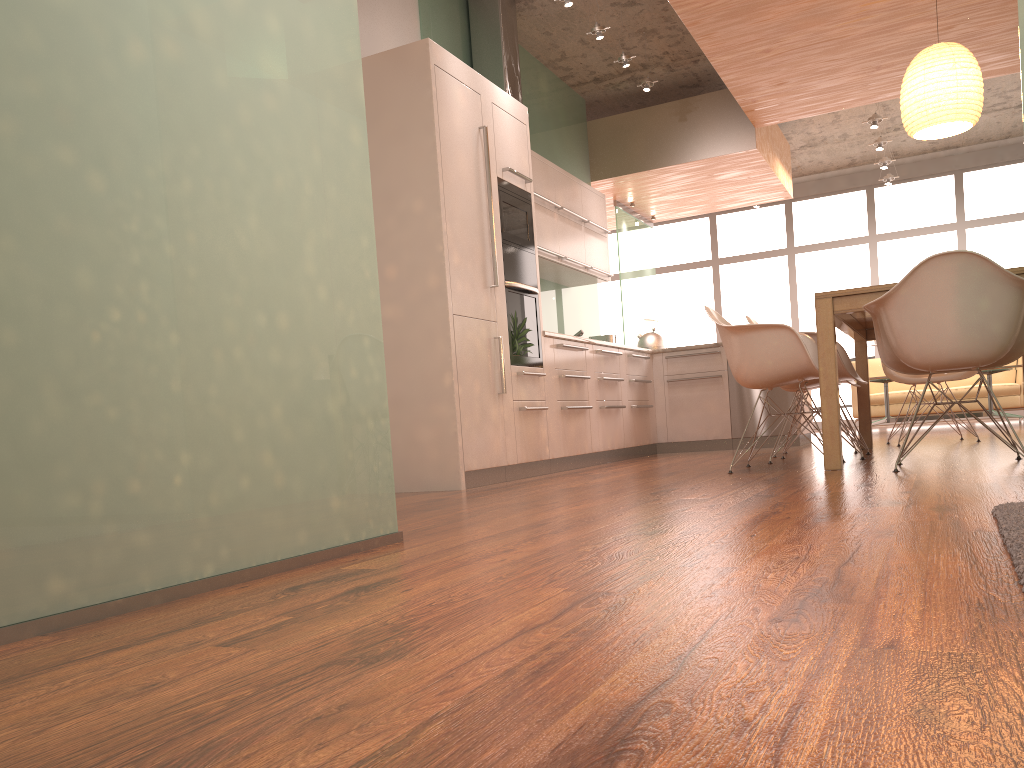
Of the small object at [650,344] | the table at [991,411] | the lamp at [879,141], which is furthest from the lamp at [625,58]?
the table at [991,411]

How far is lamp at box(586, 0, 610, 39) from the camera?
6.25m

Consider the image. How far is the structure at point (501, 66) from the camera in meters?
6.4

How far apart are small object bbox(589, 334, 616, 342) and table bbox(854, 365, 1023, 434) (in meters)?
2.91

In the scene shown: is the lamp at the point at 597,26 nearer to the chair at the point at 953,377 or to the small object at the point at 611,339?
the small object at the point at 611,339

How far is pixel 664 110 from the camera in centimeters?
838cm

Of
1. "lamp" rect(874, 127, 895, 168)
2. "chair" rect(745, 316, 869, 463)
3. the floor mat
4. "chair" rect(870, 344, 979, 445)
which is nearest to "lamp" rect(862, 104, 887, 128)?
"lamp" rect(874, 127, 895, 168)

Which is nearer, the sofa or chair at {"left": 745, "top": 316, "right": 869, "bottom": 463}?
chair at {"left": 745, "top": 316, "right": 869, "bottom": 463}

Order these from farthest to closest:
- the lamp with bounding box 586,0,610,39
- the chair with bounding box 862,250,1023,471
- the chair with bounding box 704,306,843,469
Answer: the lamp with bounding box 586,0,610,39 → the chair with bounding box 704,306,843,469 → the chair with bounding box 862,250,1023,471

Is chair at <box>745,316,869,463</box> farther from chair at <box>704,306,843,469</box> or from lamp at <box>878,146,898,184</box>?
lamp at <box>878,146,898,184</box>
